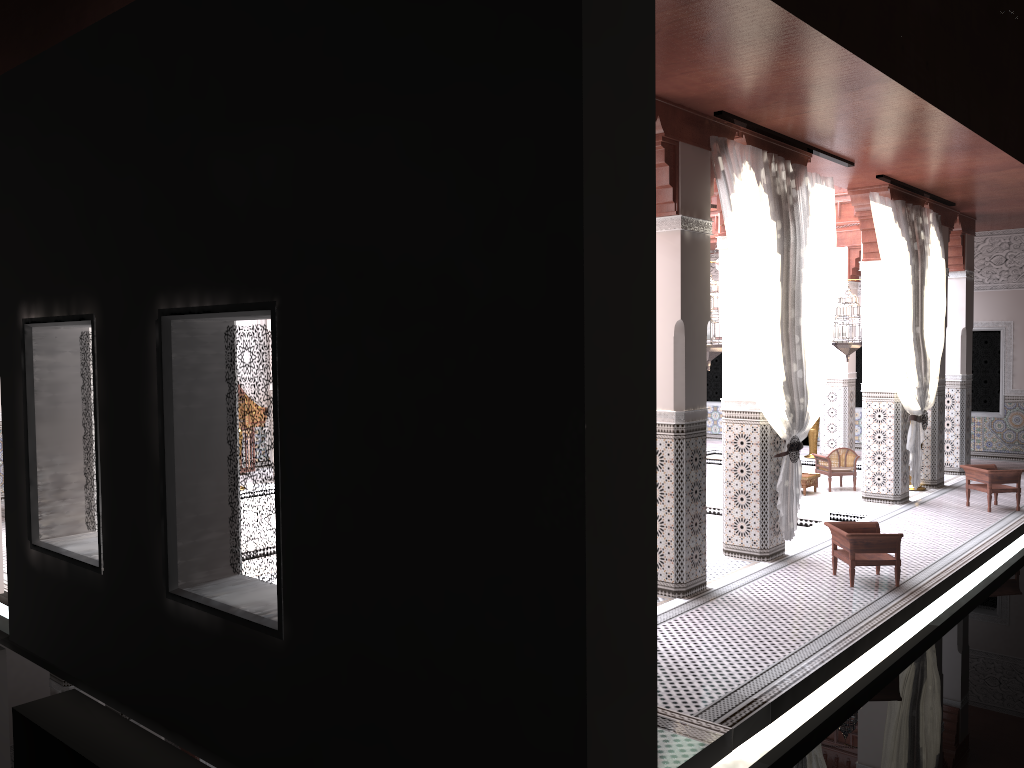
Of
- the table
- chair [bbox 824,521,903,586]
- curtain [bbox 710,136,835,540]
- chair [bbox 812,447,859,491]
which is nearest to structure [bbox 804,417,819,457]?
chair [bbox 812,447,859,491]

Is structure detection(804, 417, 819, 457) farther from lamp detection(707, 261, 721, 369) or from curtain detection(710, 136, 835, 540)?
lamp detection(707, 261, 721, 369)

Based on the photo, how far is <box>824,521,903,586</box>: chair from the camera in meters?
3.6 m

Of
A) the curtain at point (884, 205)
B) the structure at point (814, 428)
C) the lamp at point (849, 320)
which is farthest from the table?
the structure at point (814, 428)

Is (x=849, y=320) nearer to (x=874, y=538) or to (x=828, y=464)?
(x=828, y=464)

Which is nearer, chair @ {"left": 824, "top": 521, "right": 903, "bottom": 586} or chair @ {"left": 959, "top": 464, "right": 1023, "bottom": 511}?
chair @ {"left": 824, "top": 521, "right": 903, "bottom": 586}

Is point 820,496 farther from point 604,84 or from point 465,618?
point 604,84

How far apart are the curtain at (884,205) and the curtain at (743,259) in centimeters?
65cm

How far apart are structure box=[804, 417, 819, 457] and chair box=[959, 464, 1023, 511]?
2.2 meters

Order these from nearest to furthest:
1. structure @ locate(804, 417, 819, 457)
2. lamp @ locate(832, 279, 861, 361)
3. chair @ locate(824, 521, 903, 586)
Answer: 1. chair @ locate(824, 521, 903, 586)
2. lamp @ locate(832, 279, 861, 361)
3. structure @ locate(804, 417, 819, 457)
